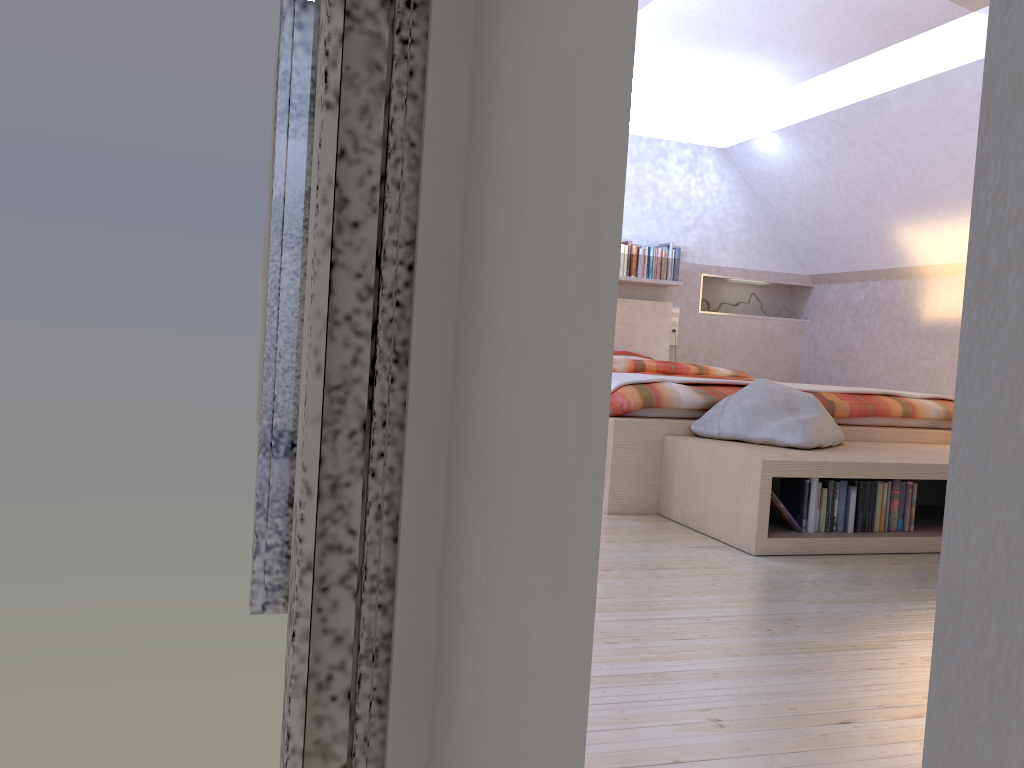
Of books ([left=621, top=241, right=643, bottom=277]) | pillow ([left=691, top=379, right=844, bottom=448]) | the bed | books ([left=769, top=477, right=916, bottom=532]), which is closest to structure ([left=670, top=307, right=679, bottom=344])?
the bed

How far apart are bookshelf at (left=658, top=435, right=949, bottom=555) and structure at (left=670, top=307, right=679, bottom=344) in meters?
3.2

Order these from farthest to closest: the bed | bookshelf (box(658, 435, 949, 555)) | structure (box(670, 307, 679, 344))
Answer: structure (box(670, 307, 679, 344)) < the bed < bookshelf (box(658, 435, 949, 555))

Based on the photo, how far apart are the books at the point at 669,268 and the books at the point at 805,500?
3.61m

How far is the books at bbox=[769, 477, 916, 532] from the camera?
2.9m

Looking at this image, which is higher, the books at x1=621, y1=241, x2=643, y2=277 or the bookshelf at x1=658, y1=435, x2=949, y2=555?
the books at x1=621, y1=241, x2=643, y2=277

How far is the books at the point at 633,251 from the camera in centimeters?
639cm

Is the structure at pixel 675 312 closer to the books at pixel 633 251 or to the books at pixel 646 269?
the books at pixel 646 269

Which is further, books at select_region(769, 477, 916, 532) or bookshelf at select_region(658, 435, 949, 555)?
books at select_region(769, 477, 916, 532)

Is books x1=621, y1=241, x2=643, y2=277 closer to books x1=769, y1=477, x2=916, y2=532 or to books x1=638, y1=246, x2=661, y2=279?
books x1=638, y1=246, x2=661, y2=279
